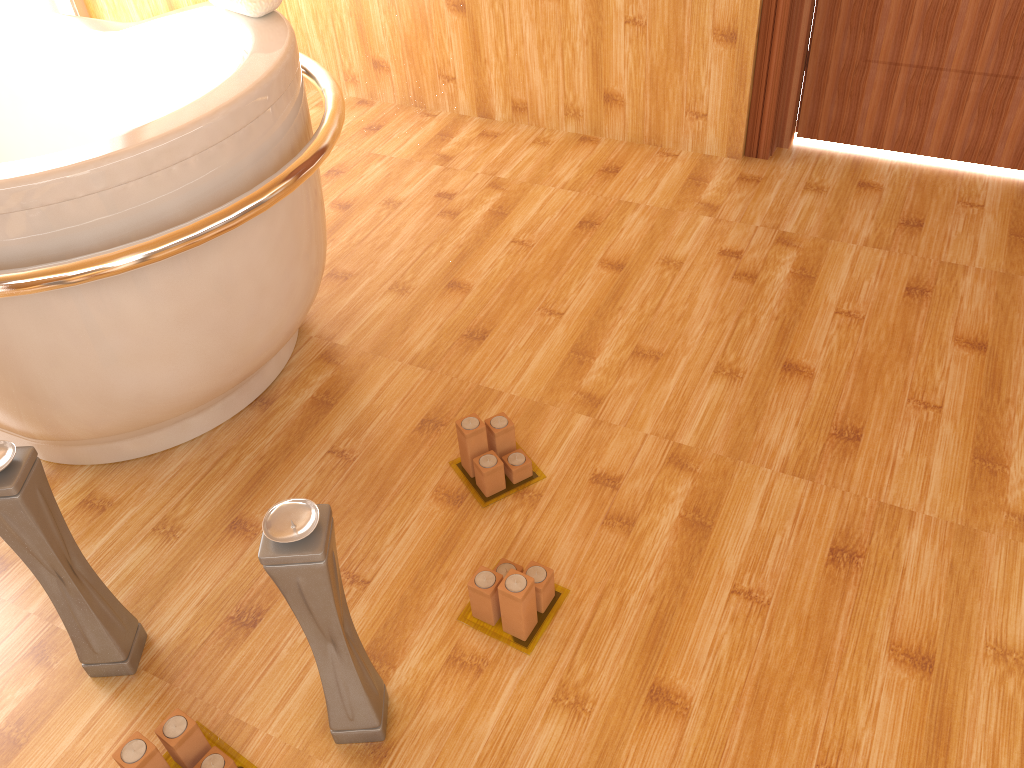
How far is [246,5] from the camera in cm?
169

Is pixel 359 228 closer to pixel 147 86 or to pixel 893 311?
pixel 147 86

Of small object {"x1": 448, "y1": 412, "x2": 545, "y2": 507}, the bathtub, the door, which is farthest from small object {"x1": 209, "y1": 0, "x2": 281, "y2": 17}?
the door

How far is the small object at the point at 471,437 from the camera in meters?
1.7 m

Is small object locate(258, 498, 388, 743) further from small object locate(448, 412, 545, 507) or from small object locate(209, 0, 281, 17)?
small object locate(209, 0, 281, 17)

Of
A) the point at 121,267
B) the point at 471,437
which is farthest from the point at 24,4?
the point at 471,437

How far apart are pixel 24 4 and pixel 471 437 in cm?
278

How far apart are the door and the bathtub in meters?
1.4

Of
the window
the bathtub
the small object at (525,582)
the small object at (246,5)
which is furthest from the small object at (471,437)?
the window

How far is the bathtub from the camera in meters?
1.3 m
